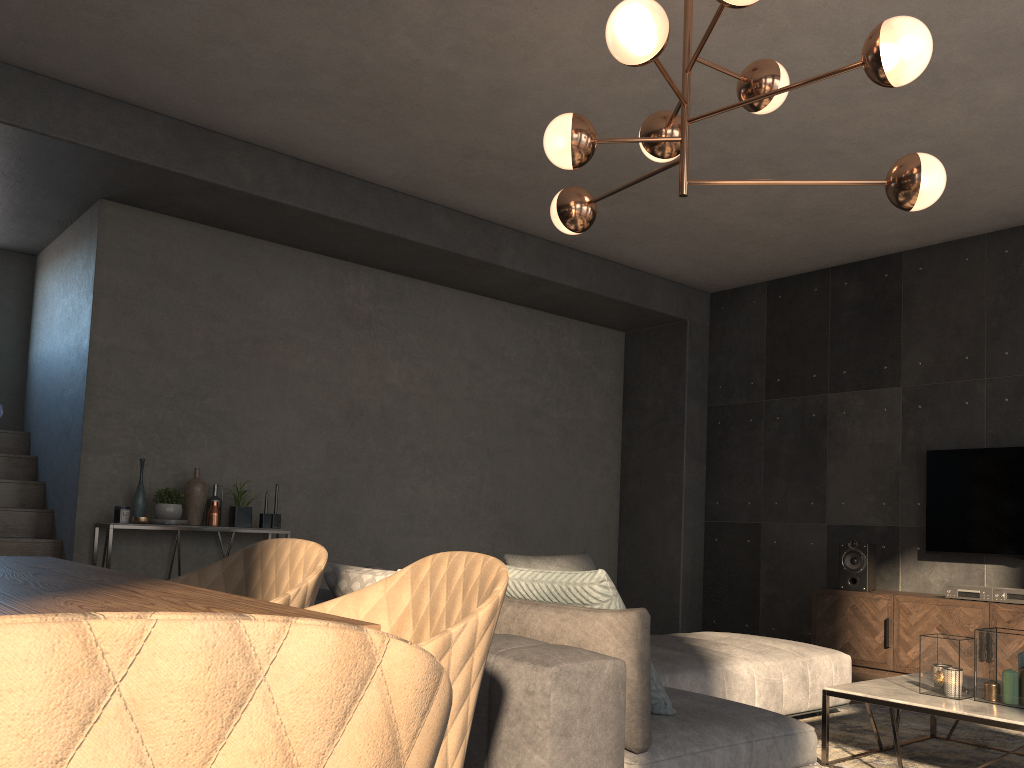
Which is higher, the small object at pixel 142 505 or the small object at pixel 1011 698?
the small object at pixel 142 505

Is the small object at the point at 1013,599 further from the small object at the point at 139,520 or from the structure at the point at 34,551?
the structure at the point at 34,551

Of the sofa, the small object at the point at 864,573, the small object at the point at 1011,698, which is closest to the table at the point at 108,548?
the sofa

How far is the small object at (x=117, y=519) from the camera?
5.1 meters

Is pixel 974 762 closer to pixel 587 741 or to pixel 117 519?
pixel 587 741

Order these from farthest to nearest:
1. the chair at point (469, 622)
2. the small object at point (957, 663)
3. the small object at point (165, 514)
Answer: the small object at point (165, 514)
the small object at point (957, 663)
the chair at point (469, 622)

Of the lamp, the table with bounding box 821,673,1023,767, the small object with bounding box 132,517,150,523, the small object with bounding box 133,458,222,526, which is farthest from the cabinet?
the small object with bounding box 132,517,150,523

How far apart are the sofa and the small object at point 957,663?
0.7m

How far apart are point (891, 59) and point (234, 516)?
4.5m

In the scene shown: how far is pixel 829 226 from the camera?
6.2 meters
